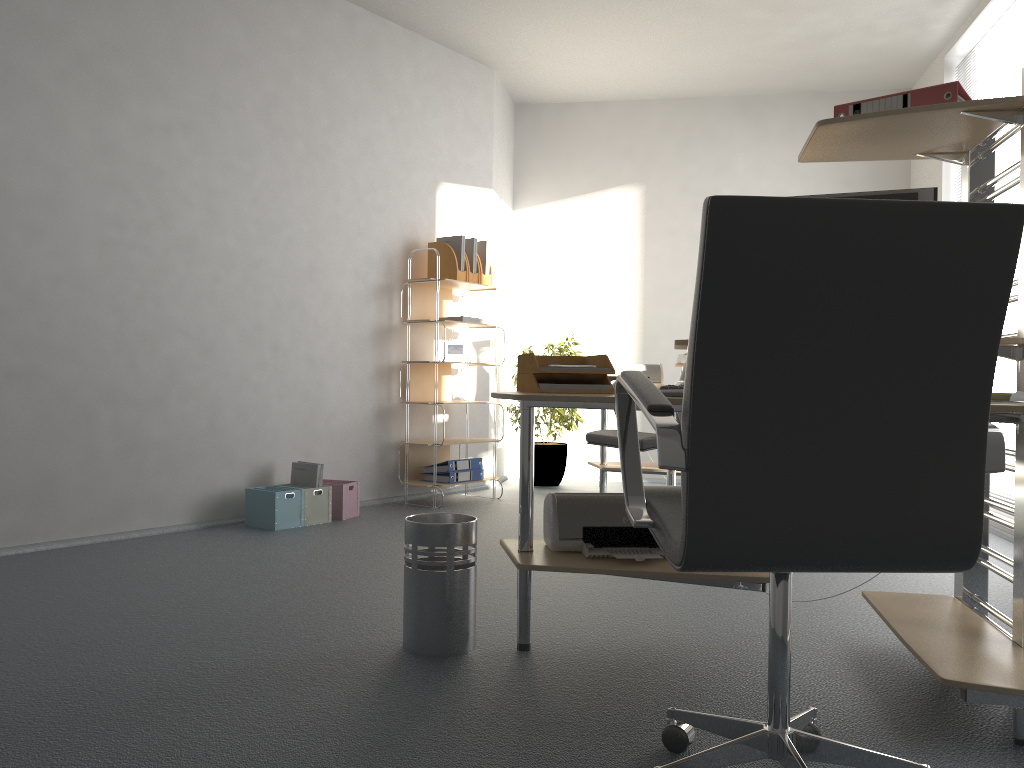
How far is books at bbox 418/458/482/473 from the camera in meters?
5.5

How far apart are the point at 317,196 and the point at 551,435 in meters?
2.5 m

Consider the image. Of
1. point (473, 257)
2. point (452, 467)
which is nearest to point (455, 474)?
point (452, 467)

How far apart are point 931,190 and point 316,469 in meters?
3.3

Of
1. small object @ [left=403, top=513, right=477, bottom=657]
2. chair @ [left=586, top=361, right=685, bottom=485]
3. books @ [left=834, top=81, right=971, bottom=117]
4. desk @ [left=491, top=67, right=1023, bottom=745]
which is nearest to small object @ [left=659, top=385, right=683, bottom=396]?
desk @ [left=491, top=67, right=1023, bottom=745]

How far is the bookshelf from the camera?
5.4m

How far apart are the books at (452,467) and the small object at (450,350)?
0.69m

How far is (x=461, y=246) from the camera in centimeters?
553cm

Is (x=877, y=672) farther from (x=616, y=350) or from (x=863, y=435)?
(x=616, y=350)

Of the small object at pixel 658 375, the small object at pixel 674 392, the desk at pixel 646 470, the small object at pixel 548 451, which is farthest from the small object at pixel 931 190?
the small object at pixel 548 451
